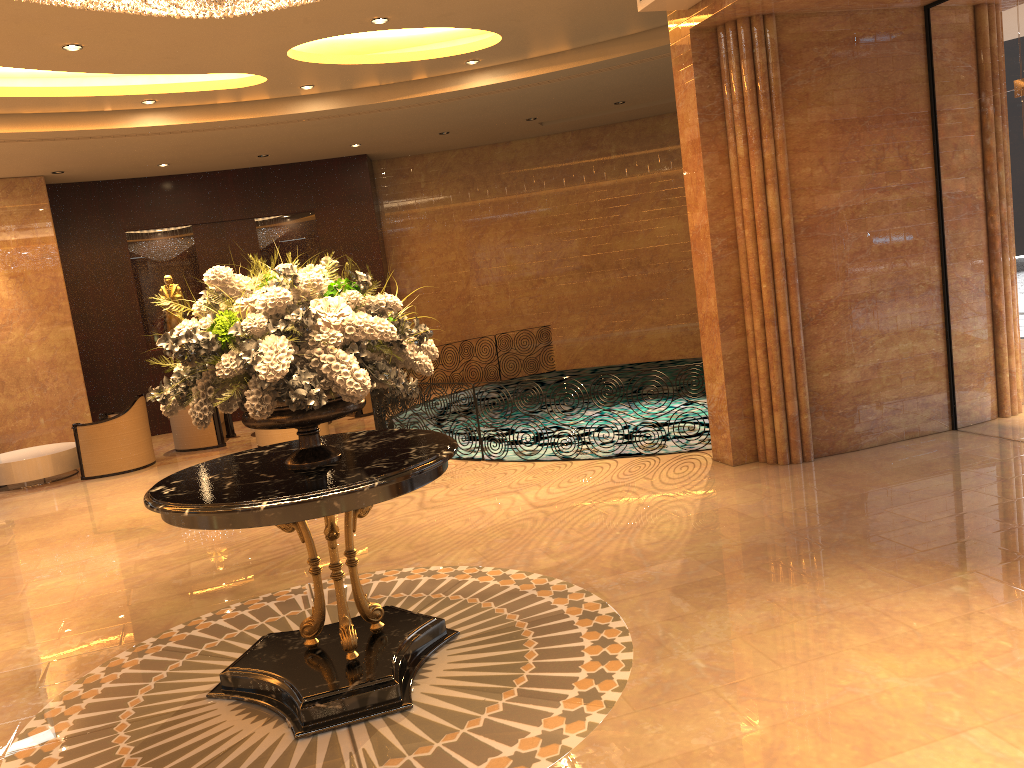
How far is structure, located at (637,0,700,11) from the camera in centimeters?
667cm

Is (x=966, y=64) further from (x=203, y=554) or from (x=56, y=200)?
(x=56, y=200)

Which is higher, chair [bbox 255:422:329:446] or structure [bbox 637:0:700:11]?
structure [bbox 637:0:700:11]

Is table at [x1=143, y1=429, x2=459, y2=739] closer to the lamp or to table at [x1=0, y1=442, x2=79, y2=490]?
the lamp

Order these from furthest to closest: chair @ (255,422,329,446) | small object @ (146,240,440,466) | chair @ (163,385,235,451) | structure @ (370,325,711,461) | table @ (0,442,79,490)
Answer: chair @ (163,385,235,451) < chair @ (255,422,329,446) < table @ (0,442,79,490) < structure @ (370,325,711,461) < small object @ (146,240,440,466)

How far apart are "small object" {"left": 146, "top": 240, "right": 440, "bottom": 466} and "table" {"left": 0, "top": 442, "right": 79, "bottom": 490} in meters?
7.7

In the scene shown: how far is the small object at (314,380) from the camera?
3.7m

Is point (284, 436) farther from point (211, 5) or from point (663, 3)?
point (211, 5)

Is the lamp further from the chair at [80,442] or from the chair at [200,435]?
the chair at [200,435]

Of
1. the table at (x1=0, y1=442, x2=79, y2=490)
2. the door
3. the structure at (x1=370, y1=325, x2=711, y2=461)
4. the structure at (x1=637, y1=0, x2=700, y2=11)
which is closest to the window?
the door
